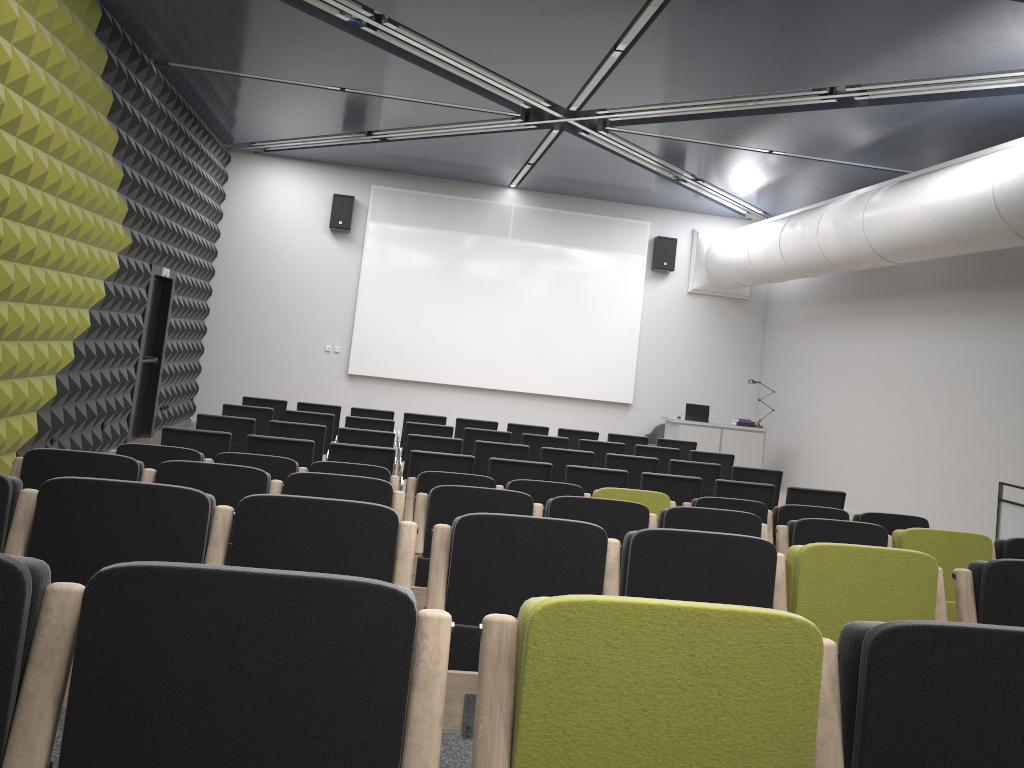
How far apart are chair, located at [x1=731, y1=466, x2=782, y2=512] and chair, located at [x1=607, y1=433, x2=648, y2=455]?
2.6m

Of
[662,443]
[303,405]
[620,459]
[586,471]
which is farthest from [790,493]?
[303,405]

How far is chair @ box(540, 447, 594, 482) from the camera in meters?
9.0 m

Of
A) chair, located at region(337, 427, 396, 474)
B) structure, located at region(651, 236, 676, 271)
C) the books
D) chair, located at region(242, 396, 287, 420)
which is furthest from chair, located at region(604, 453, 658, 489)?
structure, located at region(651, 236, 676, 271)

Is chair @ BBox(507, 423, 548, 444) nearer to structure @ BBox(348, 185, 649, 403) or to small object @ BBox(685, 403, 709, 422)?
small object @ BBox(685, 403, 709, 422)

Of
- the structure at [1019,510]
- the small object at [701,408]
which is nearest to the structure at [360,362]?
the small object at [701,408]

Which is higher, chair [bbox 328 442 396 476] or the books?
the books

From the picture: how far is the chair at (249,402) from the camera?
11.09m

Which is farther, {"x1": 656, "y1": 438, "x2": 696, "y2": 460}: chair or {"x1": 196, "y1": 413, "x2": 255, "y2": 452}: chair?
{"x1": 656, "y1": 438, "x2": 696, "y2": 460}: chair

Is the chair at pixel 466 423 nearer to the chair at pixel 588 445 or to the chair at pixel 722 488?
the chair at pixel 588 445
